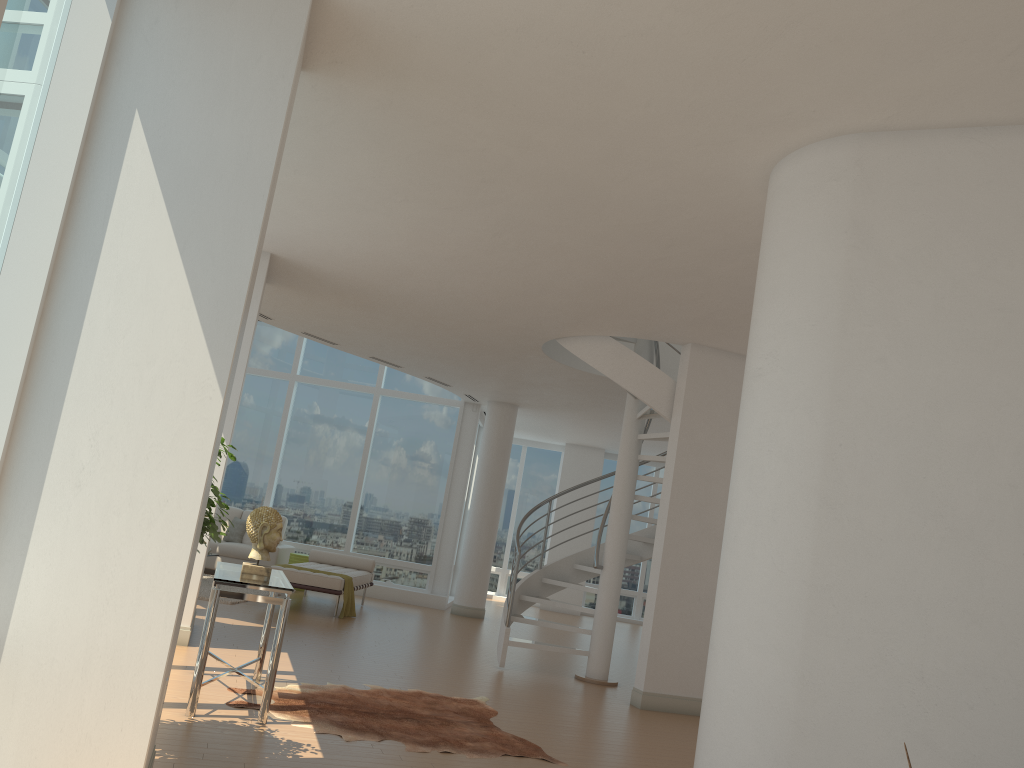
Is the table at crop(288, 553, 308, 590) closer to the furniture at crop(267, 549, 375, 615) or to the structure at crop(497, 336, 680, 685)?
the furniture at crop(267, 549, 375, 615)

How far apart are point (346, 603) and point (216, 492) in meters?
6.9 m

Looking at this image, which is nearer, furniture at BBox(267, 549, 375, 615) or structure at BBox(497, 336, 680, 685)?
structure at BBox(497, 336, 680, 685)

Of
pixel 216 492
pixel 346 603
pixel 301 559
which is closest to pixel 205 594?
pixel 346 603

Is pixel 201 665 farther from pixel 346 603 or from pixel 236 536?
pixel 236 536

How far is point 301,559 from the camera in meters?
13.2 m

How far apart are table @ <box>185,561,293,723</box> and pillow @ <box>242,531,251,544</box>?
7.6m

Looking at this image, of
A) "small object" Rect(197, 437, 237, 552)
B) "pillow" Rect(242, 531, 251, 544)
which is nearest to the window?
"pillow" Rect(242, 531, 251, 544)

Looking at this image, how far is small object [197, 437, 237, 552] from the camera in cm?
439

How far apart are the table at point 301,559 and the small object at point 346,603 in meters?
2.4
